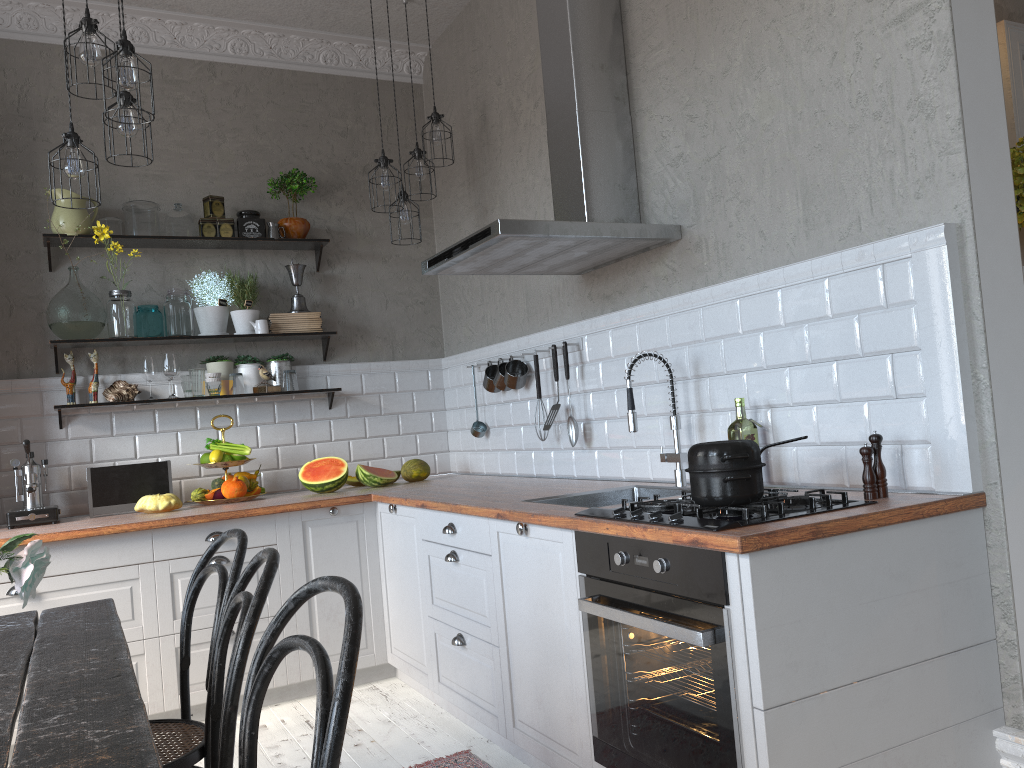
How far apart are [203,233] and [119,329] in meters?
0.6 m

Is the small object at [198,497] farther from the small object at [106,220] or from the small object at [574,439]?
the small object at [574,439]

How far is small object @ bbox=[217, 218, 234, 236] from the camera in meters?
4.5 m

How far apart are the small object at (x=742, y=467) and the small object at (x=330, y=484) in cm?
253

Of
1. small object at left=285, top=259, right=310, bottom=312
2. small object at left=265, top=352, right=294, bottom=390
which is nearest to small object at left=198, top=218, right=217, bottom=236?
small object at left=285, top=259, right=310, bottom=312

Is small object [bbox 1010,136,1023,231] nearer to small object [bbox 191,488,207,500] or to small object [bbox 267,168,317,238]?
small object [bbox 267,168,317,238]

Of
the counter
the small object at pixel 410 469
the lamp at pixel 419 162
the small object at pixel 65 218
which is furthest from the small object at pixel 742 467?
the small object at pixel 65 218

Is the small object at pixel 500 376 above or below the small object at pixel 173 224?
below

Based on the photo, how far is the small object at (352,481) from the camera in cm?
459

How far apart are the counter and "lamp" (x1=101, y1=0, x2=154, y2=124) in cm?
169
